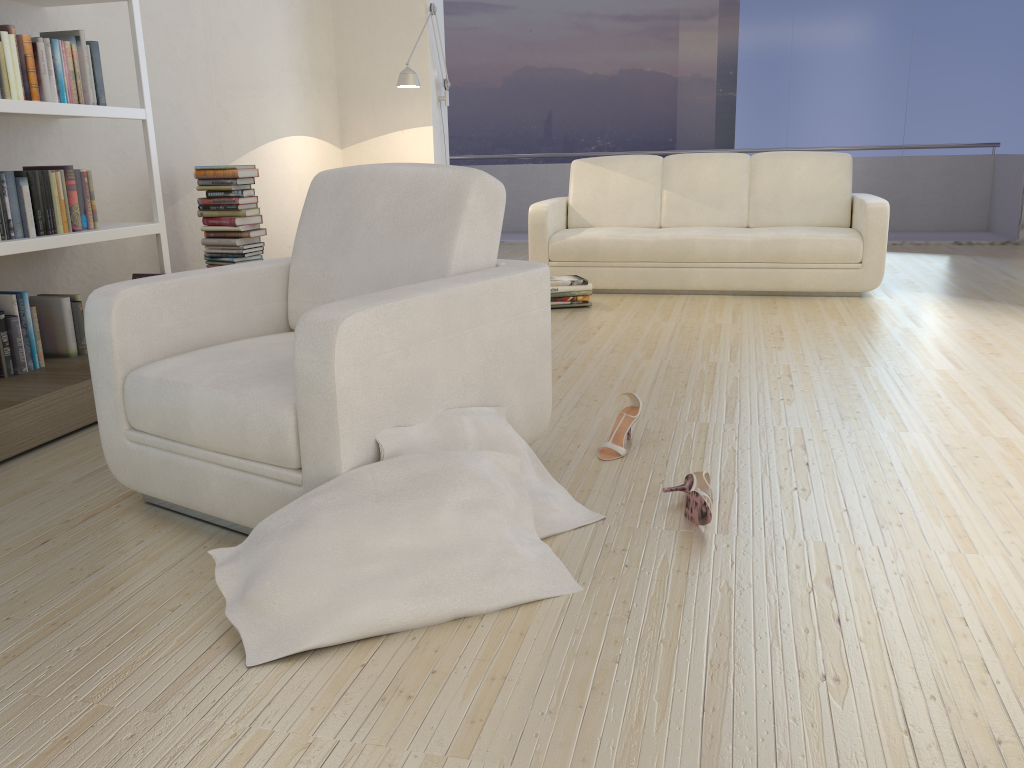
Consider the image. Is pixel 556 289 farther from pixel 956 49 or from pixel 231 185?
pixel 956 49

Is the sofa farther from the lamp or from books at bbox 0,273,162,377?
books at bbox 0,273,162,377

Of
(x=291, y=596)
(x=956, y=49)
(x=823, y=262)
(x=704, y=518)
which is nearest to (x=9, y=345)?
(x=291, y=596)

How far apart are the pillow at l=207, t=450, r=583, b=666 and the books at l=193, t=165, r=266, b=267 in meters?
2.9

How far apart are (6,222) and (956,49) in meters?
7.5

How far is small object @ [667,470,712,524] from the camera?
2.10m

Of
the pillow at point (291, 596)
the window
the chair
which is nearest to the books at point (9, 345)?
the chair

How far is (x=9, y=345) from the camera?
3.1m

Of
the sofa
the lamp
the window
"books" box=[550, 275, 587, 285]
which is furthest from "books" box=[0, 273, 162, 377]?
the window

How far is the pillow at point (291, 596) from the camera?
1.6 meters
